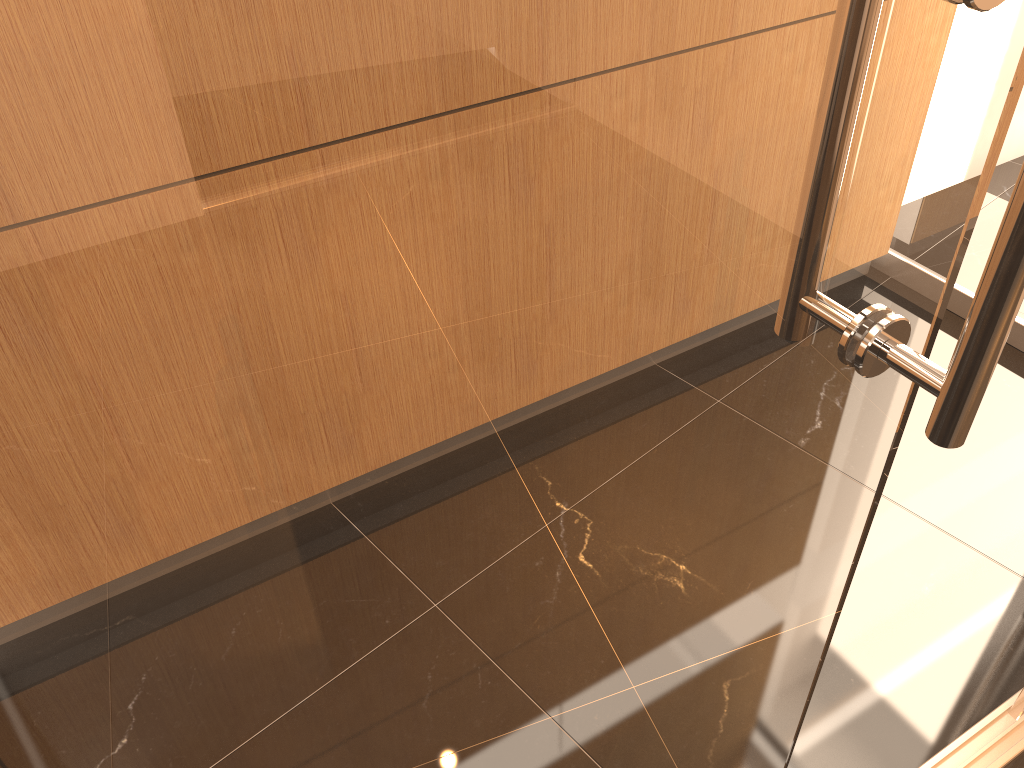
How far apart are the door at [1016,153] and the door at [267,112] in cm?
203

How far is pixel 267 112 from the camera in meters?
0.3 m

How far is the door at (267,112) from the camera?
0.30m

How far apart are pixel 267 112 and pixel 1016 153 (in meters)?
2.62

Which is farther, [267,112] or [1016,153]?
[1016,153]

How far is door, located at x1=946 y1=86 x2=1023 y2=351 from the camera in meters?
2.4 m

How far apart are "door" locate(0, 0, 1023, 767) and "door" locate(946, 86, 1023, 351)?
2.0 meters

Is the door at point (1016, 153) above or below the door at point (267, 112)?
below

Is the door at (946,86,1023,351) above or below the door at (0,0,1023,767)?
below

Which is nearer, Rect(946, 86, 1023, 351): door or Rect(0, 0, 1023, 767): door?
Rect(0, 0, 1023, 767): door
